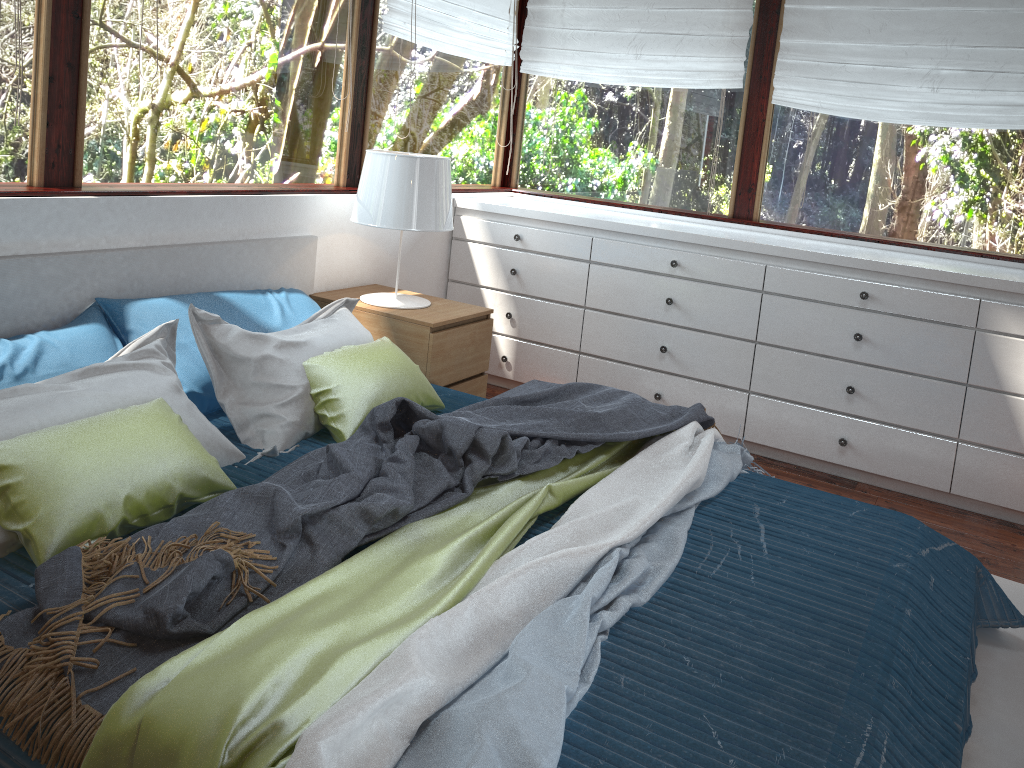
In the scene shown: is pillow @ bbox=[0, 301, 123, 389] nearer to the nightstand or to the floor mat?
the nightstand

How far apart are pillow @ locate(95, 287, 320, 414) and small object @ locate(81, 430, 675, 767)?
0.94m

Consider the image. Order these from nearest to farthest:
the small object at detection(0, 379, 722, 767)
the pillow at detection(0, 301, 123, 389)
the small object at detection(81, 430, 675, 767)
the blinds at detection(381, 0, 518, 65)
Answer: the small object at detection(81, 430, 675, 767)
the small object at detection(0, 379, 722, 767)
the pillow at detection(0, 301, 123, 389)
the blinds at detection(381, 0, 518, 65)

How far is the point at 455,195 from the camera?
4.2m

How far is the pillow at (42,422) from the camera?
1.94m

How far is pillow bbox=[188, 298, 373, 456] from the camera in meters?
2.5 m

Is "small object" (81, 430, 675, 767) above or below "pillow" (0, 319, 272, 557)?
below

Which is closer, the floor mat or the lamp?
the floor mat

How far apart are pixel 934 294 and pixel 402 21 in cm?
241

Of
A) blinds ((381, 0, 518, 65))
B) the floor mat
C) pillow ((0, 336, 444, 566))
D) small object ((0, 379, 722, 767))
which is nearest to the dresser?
the floor mat
